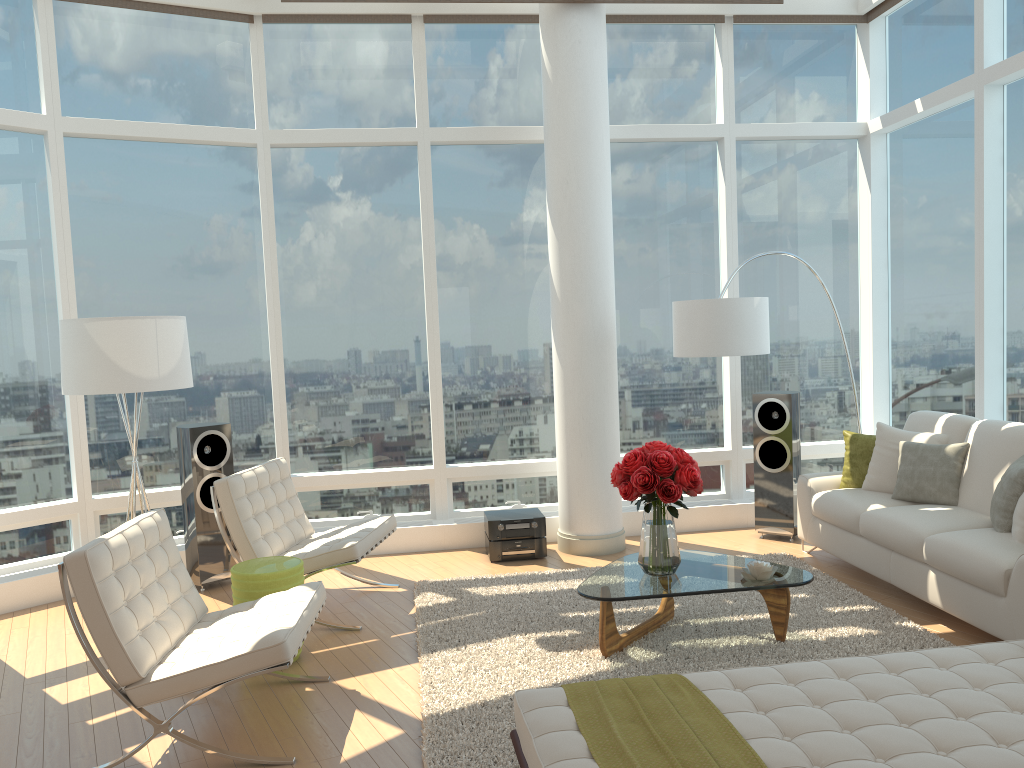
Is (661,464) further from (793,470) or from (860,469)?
(793,470)

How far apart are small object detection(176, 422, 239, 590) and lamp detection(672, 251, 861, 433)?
3.3m

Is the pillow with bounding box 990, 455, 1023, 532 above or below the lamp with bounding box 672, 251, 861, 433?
below

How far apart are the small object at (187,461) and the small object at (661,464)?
3.0 meters

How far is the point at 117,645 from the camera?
3.6 meters

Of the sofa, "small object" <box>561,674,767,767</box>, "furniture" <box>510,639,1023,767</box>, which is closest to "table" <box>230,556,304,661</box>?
"furniture" <box>510,639,1023,767</box>

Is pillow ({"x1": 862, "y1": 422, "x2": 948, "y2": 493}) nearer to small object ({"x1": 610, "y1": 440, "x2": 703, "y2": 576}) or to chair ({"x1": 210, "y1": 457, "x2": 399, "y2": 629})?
small object ({"x1": 610, "y1": 440, "x2": 703, "y2": 576})

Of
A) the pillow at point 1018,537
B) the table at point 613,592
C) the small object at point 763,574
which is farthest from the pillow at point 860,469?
the small object at point 763,574

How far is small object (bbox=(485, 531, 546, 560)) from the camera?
6.66m

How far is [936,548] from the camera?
4.83m
